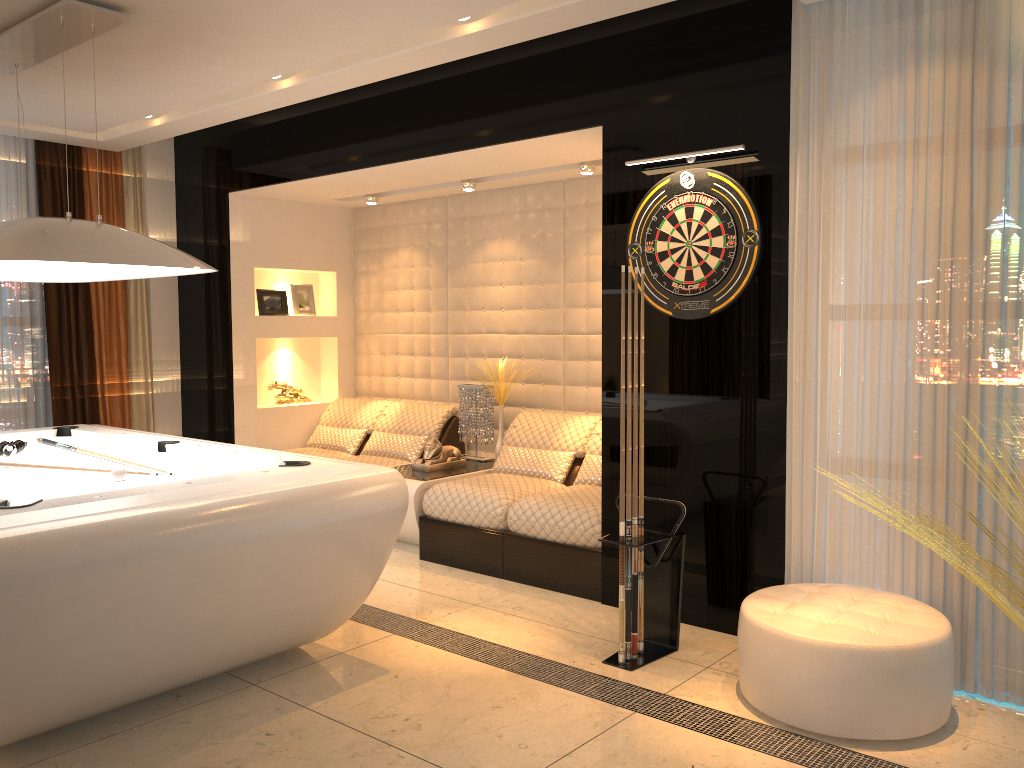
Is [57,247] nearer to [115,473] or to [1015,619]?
[115,473]

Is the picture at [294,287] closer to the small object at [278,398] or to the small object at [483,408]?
the small object at [278,398]

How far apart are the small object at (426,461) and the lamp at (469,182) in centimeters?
167cm

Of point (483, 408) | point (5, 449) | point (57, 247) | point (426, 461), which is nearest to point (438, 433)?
point (483, 408)

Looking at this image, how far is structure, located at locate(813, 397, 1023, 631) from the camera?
2.57m

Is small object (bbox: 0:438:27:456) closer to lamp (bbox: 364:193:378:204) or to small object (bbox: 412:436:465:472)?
small object (bbox: 412:436:465:472)

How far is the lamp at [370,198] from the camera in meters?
6.4 m

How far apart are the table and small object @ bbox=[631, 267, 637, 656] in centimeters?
191cm

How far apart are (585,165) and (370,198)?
1.92m

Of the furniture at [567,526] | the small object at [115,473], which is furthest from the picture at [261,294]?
the small object at [115,473]
